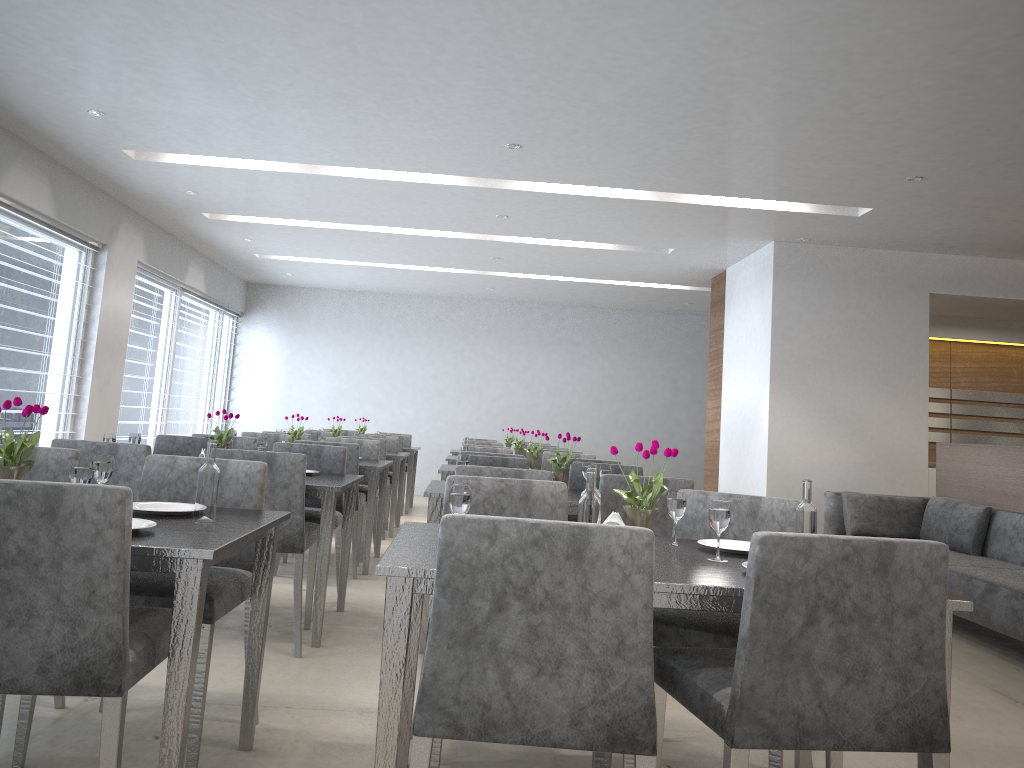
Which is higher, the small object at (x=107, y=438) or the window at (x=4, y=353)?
the window at (x=4, y=353)

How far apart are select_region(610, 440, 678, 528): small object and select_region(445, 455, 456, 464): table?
4.9 meters

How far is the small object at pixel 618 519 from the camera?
2.1m

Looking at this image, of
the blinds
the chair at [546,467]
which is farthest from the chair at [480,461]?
the blinds

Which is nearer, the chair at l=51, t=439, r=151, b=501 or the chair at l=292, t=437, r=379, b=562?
the chair at l=51, t=439, r=151, b=501

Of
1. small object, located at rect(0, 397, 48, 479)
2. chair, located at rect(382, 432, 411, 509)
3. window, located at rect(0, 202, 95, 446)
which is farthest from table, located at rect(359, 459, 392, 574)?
chair, located at rect(382, 432, 411, 509)

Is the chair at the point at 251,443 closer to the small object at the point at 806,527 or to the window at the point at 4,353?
the window at the point at 4,353

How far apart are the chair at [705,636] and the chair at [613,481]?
0.7 meters

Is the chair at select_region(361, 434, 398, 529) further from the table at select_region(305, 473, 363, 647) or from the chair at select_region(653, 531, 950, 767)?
the chair at select_region(653, 531, 950, 767)

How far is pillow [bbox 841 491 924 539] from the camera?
5.9 meters
